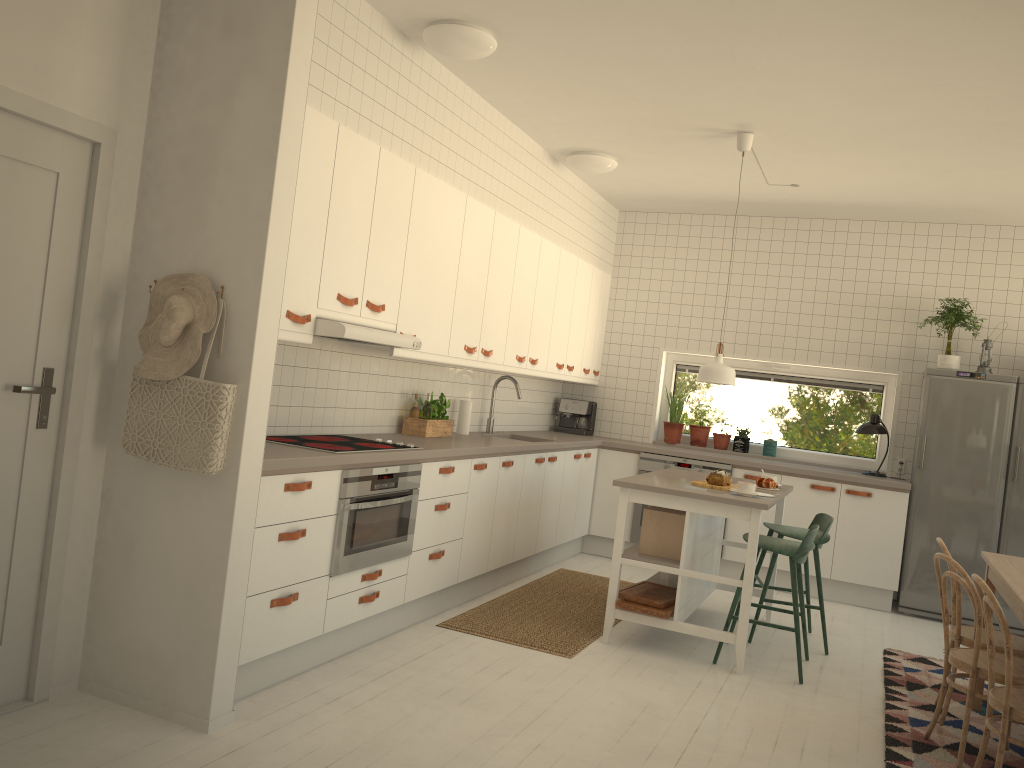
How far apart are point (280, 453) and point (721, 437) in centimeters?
466cm

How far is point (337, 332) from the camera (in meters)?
3.76

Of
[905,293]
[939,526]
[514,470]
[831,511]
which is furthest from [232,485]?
[905,293]

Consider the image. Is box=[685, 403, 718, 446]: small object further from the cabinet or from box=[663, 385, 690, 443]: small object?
the cabinet

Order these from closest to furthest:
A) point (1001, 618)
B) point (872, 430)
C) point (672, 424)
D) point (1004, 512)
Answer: point (1001, 618) < point (1004, 512) < point (872, 430) < point (672, 424)

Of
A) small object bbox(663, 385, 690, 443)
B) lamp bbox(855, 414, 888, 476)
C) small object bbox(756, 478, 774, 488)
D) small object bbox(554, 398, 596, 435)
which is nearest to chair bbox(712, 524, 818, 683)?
small object bbox(756, 478, 774, 488)

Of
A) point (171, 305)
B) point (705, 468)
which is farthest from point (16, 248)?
point (705, 468)

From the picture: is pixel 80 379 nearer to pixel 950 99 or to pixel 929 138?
pixel 950 99

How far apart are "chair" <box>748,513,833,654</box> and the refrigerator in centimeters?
133cm

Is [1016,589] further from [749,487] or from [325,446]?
[325,446]
